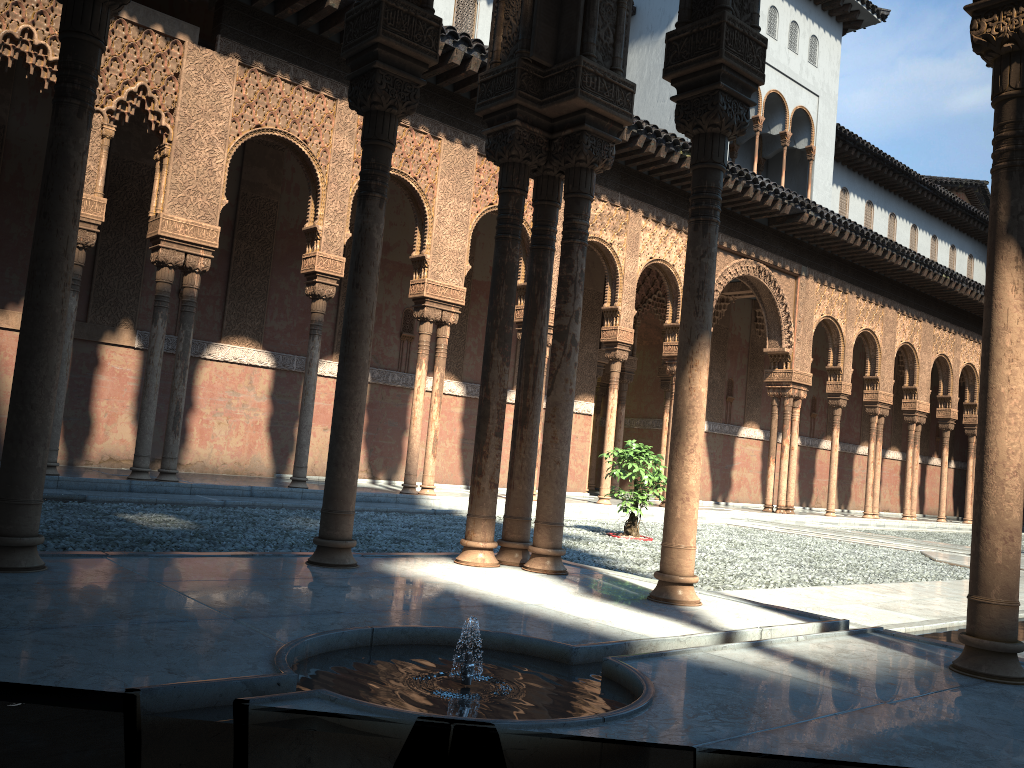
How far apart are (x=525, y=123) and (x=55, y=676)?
4.37m
